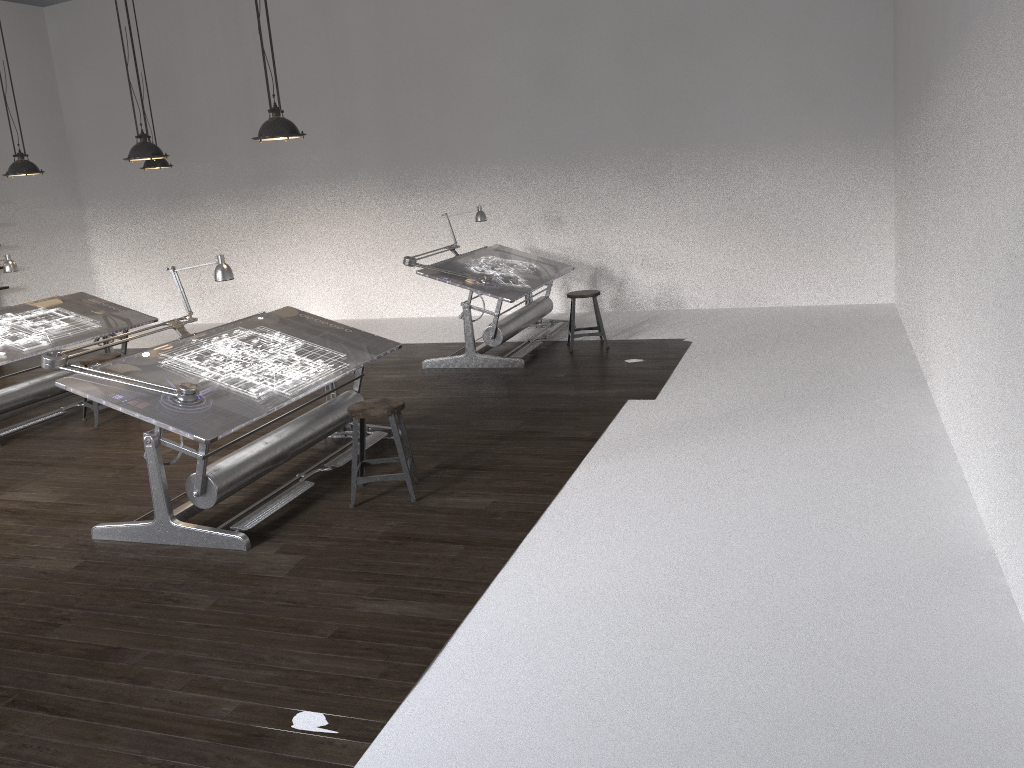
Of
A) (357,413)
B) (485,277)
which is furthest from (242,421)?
(485,277)

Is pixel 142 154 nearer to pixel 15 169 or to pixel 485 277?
pixel 15 169

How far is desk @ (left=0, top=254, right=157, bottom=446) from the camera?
7.07m

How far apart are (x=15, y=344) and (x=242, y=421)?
3.78m

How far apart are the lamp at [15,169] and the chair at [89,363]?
1.57m

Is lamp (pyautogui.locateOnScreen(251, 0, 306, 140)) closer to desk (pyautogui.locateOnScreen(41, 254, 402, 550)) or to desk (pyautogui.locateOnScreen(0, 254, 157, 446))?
desk (pyautogui.locateOnScreen(41, 254, 402, 550))

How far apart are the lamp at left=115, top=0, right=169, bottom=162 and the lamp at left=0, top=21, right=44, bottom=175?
1.5m

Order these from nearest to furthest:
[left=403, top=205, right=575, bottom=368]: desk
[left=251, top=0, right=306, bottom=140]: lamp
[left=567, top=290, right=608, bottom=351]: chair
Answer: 1. [left=251, top=0, right=306, bottom=140]: lamp
2. [left=403, top=205, right=575, bottom=368]: desk
3. [left=567, top=290, right=608, bottom=351]: chair

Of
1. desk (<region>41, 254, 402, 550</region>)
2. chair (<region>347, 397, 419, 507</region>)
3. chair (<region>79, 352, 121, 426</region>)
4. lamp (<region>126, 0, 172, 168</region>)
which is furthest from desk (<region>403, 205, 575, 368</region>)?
lamp (<region>126, 0, 172, 168</region>)

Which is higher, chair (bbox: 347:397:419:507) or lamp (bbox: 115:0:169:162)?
lamp (bbox: 115:0:169:162)
